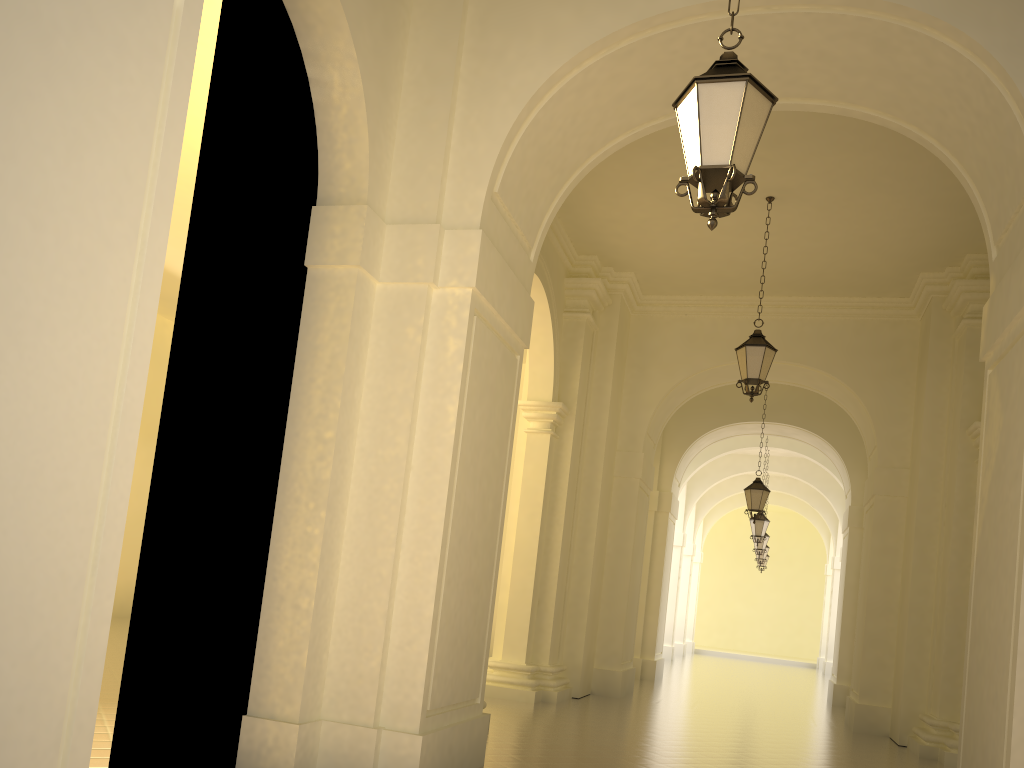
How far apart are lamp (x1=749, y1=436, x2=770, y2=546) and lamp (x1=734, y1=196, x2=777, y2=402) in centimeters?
1129cm

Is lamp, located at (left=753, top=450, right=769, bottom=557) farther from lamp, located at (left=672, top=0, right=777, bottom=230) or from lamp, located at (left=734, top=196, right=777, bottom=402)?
lamp, located at (left=672, top=0, right=777, bottom=230)

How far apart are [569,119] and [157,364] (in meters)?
15.20

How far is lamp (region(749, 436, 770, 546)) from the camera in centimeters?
2100cm

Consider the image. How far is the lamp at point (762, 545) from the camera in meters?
24.6

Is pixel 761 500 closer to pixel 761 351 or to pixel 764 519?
pixel 764 519

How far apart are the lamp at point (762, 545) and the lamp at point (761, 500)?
8.9m

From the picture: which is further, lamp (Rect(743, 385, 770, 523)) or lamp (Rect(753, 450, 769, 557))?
lamp (Rect(753, 450, 769, 557))

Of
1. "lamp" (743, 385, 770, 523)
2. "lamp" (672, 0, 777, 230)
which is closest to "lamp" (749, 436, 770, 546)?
"lamp" (743, 385, 770, 523)

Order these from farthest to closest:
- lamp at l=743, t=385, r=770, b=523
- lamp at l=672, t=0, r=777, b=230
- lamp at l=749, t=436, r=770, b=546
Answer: lamp at l=749, t=436, r=770, b=546, lamp at l=743, t=385, r=770, b=523, lamp at l=672, t=0, r=777, b=230
